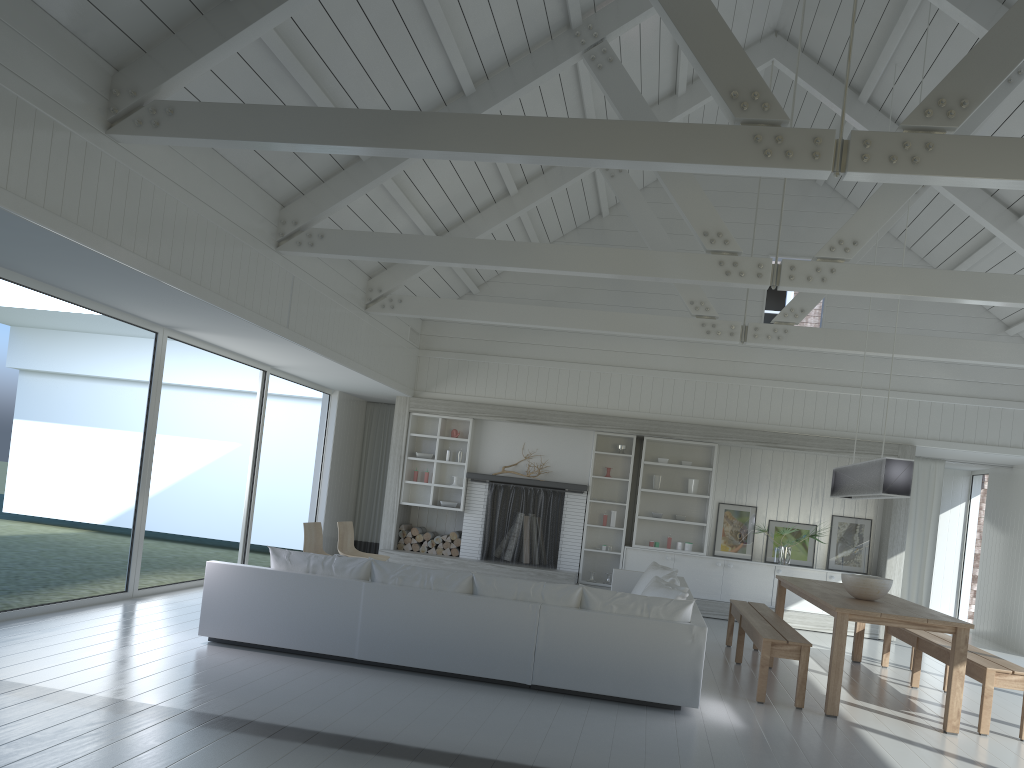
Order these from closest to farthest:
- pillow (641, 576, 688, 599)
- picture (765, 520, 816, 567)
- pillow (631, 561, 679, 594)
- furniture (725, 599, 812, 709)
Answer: furniture (725, 599, 812, 709)
pillow (641, 576, 688, 599)
pillow (631, 561, 679, 594)
picture (765, 520, 816, 567)

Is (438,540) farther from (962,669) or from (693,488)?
(962,669)

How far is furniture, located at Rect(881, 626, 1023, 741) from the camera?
5.9 meters

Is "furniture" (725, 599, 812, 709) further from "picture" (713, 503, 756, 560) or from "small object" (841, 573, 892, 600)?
"picture" (713, 503, 756, 560)

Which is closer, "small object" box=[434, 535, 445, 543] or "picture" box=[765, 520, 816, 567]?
"picture" box=[765, 520, 816, 567]

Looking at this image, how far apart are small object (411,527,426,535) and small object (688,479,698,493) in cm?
363

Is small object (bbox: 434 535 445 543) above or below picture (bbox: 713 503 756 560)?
below

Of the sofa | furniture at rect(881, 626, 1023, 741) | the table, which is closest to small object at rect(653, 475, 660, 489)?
the sofa

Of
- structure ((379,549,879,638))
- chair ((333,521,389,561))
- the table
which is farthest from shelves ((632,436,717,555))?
chair ((333,521,389,561))

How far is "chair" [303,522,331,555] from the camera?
8.45m
